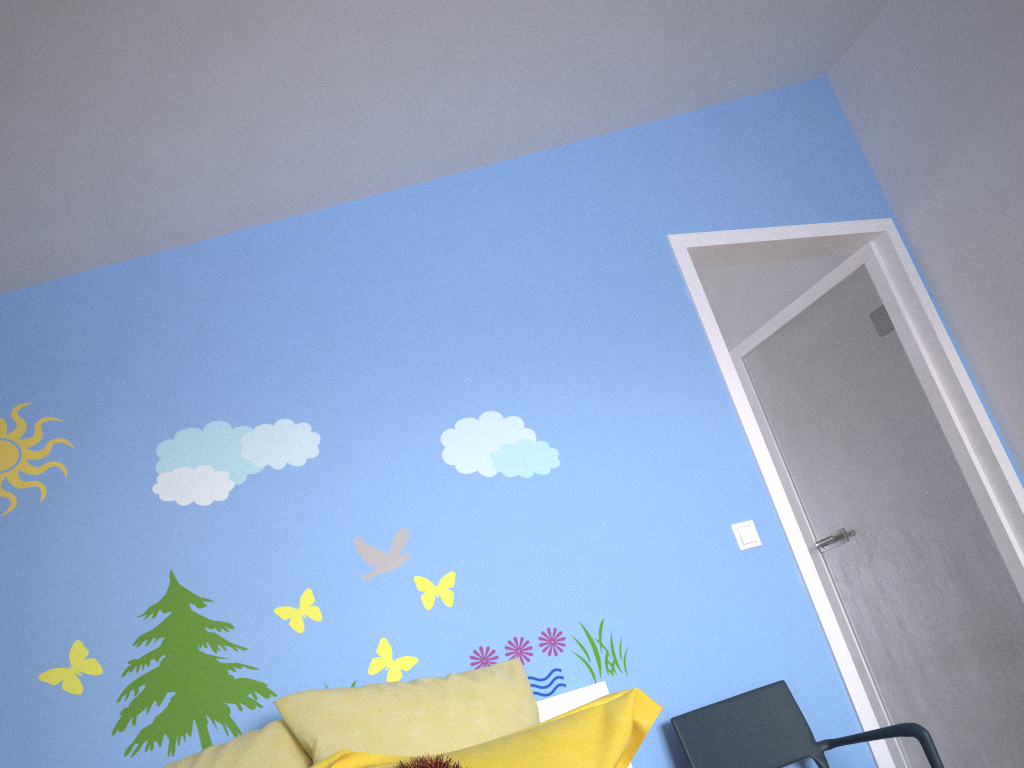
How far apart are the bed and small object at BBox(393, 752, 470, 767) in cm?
81

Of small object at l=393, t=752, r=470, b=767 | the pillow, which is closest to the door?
the pillow

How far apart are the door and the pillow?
1.0m

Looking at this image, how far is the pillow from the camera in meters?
1.5

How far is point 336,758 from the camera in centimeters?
153cm

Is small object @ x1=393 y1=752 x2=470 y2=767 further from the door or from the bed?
the door

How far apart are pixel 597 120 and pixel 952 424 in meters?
1.7

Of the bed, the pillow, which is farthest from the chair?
the pillow

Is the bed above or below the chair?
above

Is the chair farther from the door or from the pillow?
the pillow
